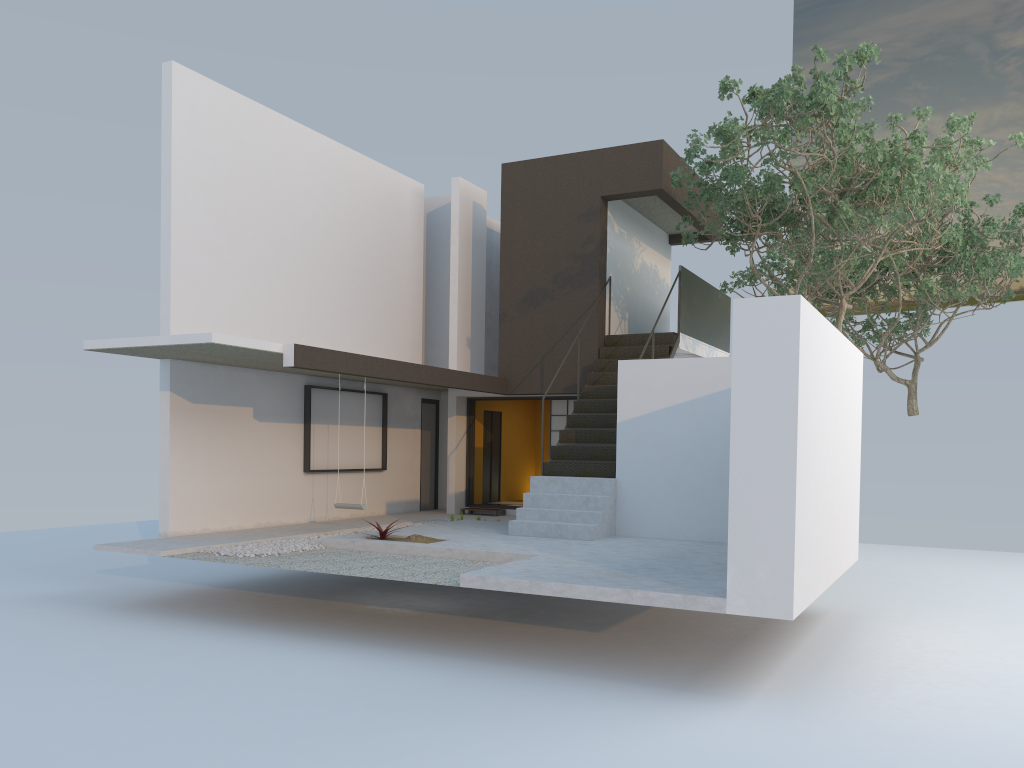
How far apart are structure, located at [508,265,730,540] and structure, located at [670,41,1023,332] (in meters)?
0.48

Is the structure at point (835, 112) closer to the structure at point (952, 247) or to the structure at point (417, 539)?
the structure at point (952, 247)

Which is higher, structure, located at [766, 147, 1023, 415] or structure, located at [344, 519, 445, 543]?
structure, located at [766, 147, 1023, 415]

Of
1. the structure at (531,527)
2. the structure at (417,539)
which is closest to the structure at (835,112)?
the structure at (531,527)

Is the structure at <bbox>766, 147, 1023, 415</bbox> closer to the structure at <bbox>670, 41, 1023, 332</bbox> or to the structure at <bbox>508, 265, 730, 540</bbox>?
the structure at <bbox>670, 41, 1023, 332</bbox>

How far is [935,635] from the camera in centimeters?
893cm

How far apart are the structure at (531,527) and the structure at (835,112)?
0.5 meters

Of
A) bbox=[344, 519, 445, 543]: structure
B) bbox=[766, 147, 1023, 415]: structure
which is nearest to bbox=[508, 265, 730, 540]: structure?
bbox=[344, 519, 445, 543]: structure

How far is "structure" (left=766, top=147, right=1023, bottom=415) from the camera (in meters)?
15.76

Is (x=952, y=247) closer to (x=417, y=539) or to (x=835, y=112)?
(x=835, y=112)
